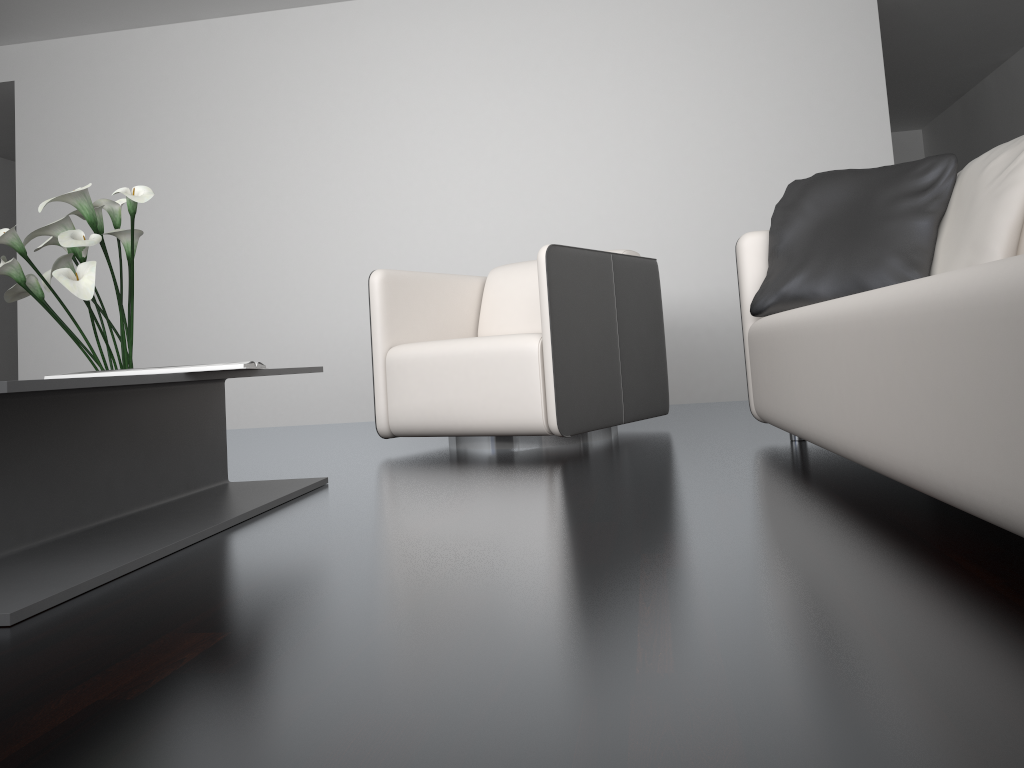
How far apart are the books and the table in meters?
0.0 m

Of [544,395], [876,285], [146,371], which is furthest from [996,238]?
[146,371]

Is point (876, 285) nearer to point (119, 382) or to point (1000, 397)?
point (1000, 397)

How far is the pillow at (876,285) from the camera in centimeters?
237cm

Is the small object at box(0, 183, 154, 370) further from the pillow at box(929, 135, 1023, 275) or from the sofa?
the pillow at box(929, 135, 1023, 275)

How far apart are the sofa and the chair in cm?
48

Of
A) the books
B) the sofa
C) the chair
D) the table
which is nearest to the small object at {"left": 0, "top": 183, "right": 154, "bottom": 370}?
the table

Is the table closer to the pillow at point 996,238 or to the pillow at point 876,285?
the pillow at point 876,285

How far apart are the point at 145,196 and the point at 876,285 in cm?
187

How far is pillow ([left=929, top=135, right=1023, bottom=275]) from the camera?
2.1 meters
